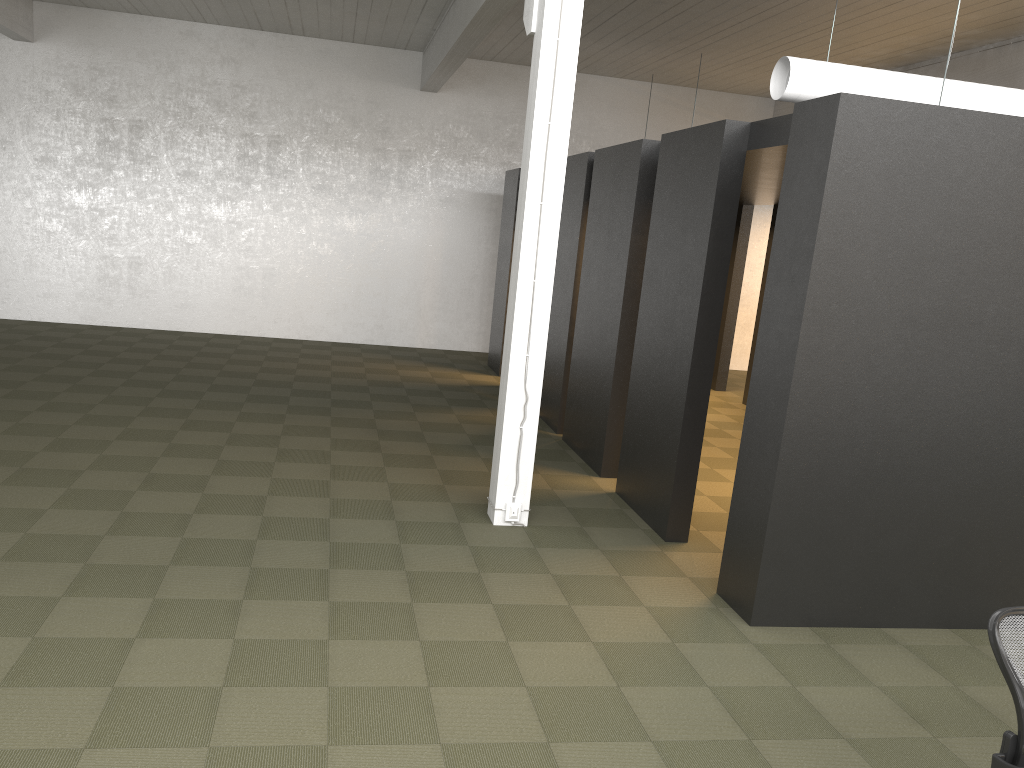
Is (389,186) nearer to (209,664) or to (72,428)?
(72,428)

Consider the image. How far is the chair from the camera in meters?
2.8

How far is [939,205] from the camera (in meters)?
4.68

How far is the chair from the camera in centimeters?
279cm

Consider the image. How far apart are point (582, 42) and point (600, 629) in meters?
9.4 m
